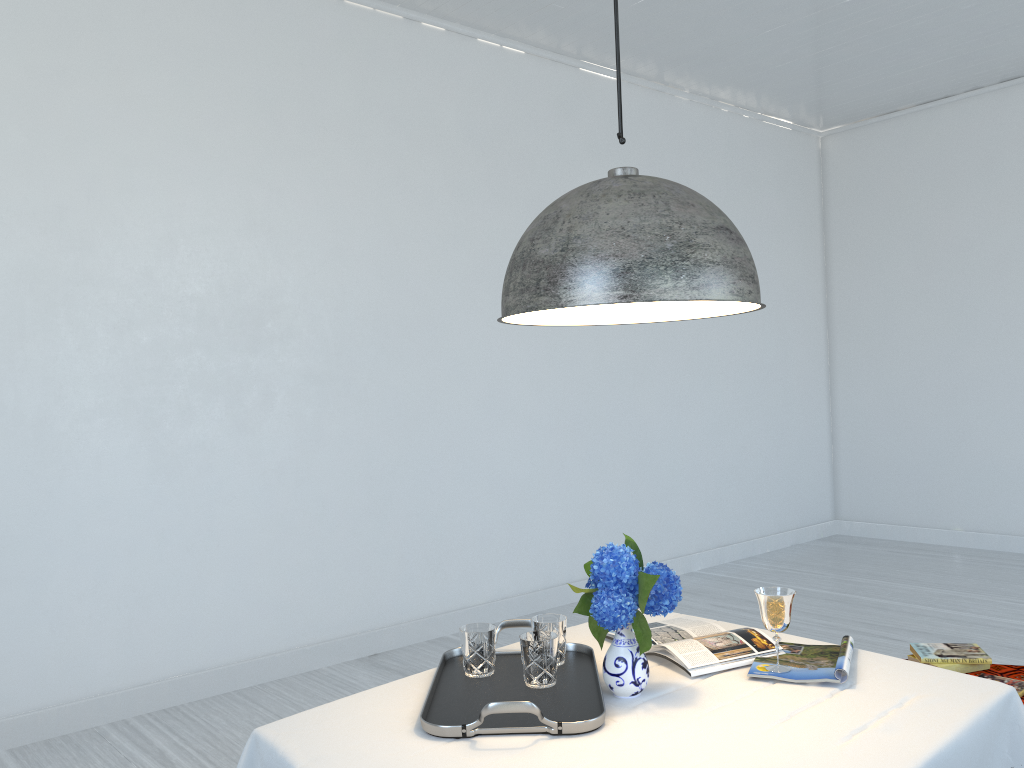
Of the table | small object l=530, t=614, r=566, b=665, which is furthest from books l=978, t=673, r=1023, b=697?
small object l=530, t=614, r=566, b=665

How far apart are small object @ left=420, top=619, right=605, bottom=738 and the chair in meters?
1.2

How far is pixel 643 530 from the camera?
6.41m

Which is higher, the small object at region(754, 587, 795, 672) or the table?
the small object at region(754, 587, 795, 672)

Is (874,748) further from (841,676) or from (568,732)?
(568,732)

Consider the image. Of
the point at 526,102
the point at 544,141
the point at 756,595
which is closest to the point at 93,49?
the point at 526,102

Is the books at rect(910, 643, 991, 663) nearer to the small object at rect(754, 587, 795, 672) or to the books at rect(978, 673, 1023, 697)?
the books at rect(978, 673, 1023, 697)

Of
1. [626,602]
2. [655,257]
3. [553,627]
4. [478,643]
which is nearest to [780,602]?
[626,602]

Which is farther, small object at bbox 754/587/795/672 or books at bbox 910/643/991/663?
books at bbox 910/643/991/663

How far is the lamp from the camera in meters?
1.7
